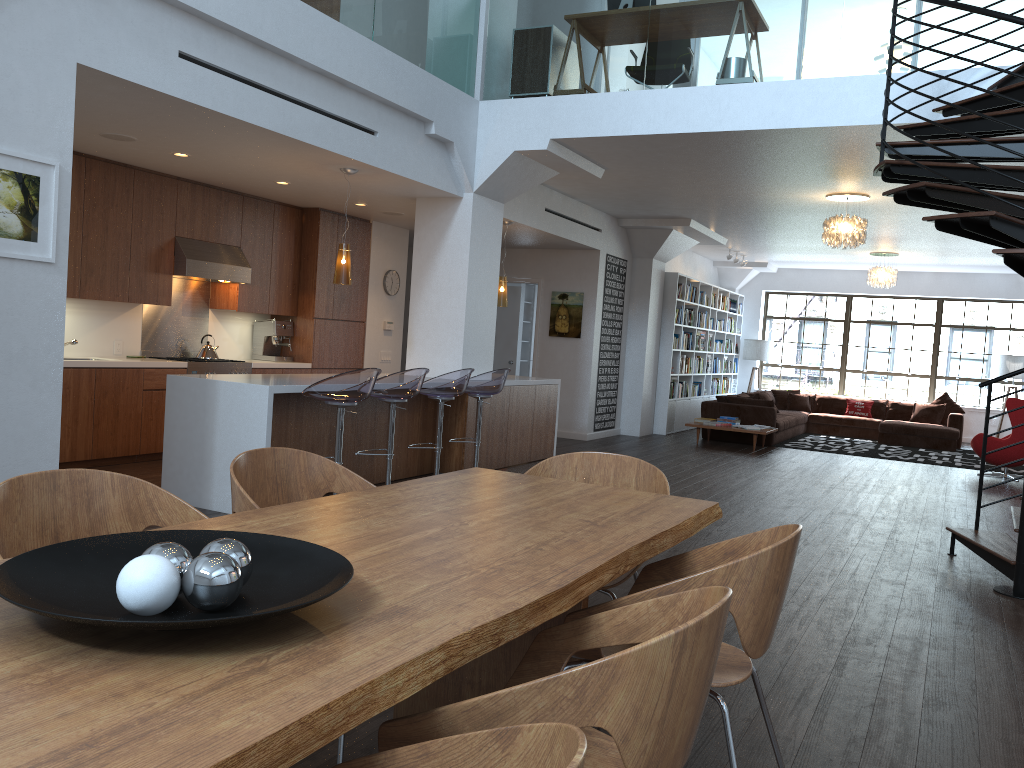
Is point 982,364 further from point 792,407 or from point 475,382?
point 475,382

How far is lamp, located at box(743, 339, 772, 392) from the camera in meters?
16.8

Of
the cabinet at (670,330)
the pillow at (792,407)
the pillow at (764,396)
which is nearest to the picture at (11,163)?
the cabinet at (670,330)

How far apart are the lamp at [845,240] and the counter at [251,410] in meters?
3.2

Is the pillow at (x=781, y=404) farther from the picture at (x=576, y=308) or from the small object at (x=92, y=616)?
the small object at (x=92, y=616)

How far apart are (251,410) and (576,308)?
6.6m

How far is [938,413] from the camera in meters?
14.7 m

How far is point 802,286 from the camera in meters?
16.9 m

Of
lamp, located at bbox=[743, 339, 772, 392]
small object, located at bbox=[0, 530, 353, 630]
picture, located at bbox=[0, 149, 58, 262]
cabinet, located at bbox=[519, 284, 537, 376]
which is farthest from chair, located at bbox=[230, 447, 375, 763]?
lamp, located at bbox=[743, 339, 772, 392]

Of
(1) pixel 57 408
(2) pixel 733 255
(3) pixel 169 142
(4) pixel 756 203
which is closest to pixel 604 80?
(4) pixel 756 203
